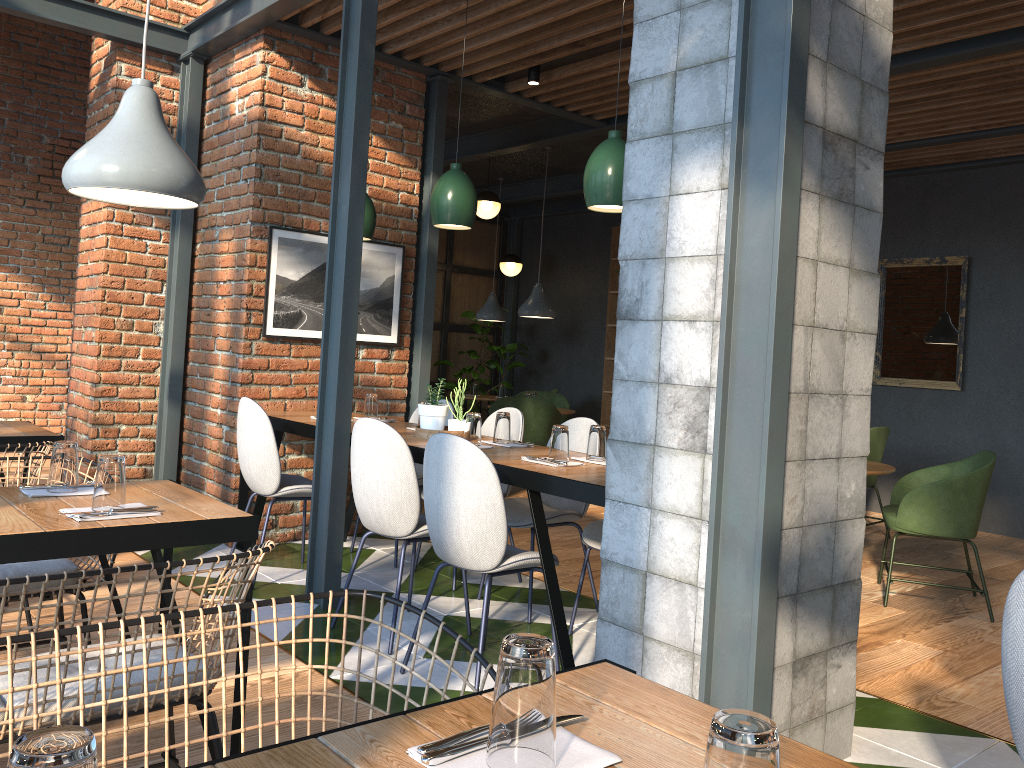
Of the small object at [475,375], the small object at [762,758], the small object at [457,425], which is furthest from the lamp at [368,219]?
the small object at [475,375]

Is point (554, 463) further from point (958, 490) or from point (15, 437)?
point (958, 490)

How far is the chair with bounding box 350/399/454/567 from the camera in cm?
517

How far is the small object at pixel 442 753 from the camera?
1.01m

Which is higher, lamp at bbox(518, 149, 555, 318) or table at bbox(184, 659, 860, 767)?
lamp at bbox(518, 149, 555, 318)

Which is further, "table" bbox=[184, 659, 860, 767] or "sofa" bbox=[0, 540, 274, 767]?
"sofa" bbox=[0, 540, 274, 767]

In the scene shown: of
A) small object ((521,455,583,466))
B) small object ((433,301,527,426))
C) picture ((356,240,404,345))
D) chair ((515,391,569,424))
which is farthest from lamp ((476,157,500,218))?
small object ((521,455,583,466))

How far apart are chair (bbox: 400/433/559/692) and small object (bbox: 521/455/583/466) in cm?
35

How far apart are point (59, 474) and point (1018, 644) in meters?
2.4

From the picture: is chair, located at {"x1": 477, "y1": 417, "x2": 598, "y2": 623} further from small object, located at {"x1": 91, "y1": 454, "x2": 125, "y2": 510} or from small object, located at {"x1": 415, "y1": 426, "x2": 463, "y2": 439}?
small object, located at {"x1": 91, "y1": 454, "x2": 125, "y2": 510}
